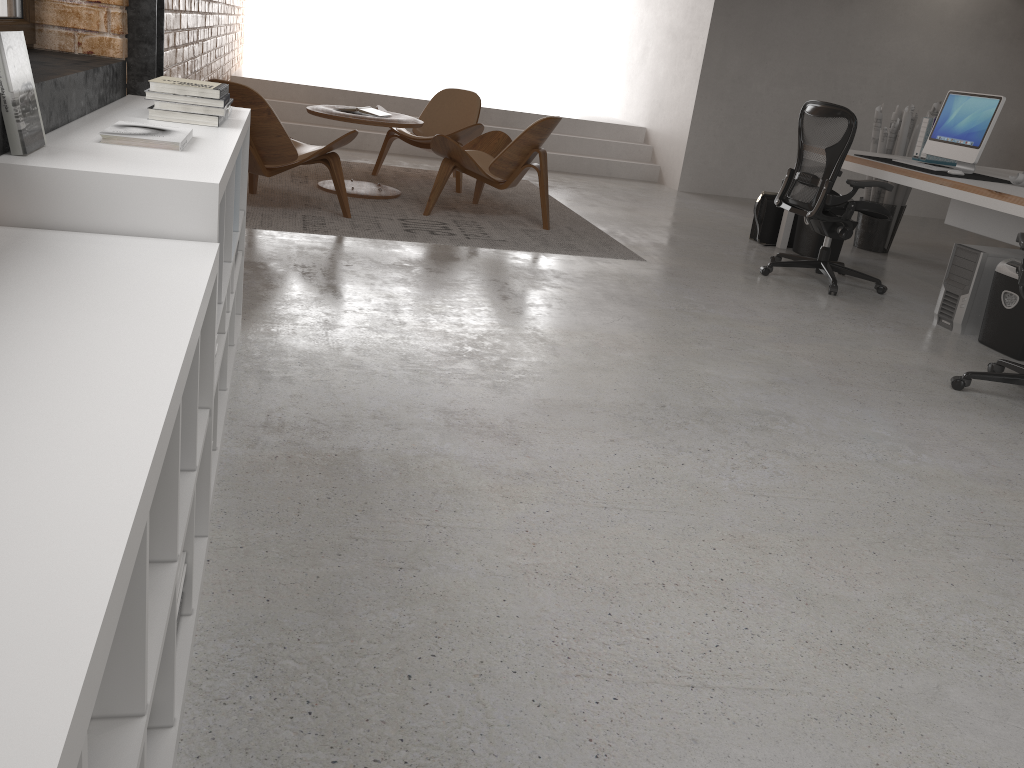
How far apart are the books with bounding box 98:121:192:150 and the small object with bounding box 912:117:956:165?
5.5m

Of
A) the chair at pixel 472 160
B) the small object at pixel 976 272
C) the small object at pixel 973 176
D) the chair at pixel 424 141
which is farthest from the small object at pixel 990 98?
the chair at pixel 424 141

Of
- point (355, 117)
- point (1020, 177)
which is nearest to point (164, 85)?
point (355, 117)

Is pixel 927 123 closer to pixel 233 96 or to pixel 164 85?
pixel 233 96

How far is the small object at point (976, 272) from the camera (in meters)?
4.67

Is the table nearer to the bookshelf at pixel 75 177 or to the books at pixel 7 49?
the bookshelf at pixel 75 177

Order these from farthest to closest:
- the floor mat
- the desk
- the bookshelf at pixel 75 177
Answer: the floor mat → the desk → the bookshelf at pixel 75 177

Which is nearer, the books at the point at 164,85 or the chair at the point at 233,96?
the books at the point at 164,85

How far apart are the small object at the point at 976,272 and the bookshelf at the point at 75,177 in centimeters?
372cm

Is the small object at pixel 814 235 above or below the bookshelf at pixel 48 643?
below
